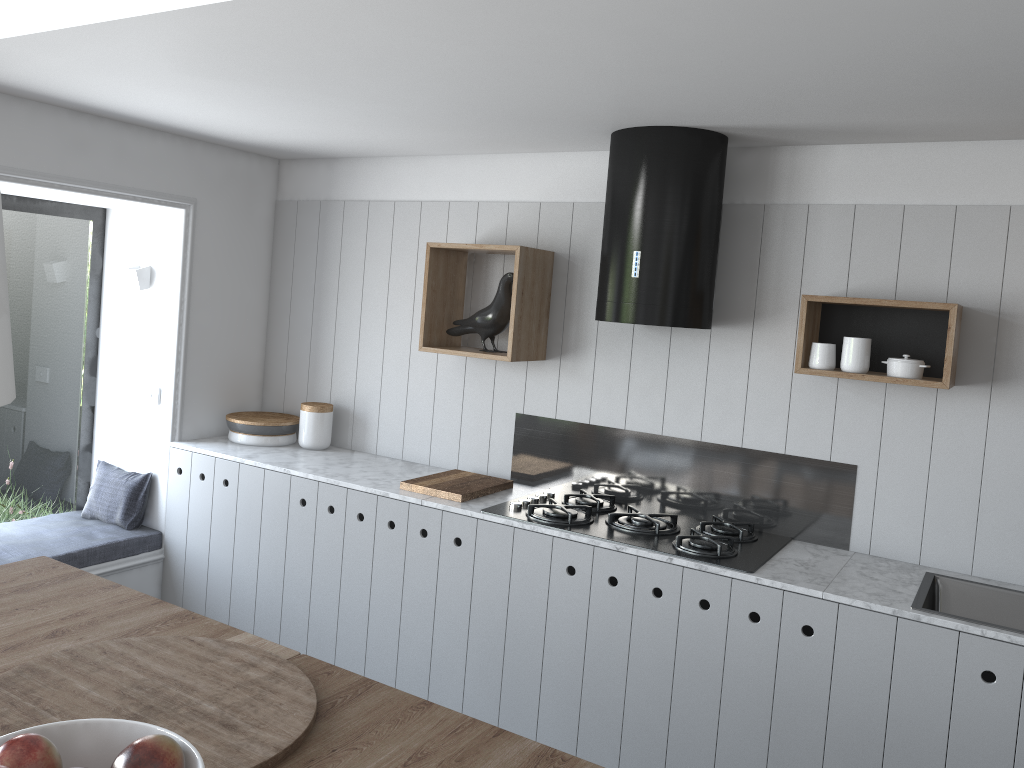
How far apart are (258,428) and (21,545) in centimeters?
107cm

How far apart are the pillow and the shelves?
1.51m

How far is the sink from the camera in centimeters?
277cm

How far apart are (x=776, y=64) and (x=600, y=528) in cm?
165

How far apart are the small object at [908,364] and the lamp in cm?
264

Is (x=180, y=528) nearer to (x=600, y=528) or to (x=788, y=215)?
(x=600, y=528)

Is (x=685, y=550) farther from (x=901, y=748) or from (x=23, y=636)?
(x=23, y=636)

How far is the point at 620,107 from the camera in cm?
275

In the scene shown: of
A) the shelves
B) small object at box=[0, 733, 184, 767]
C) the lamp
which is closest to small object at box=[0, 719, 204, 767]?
small object at box=[0, 733, 184, 767]

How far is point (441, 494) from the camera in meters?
3.4
